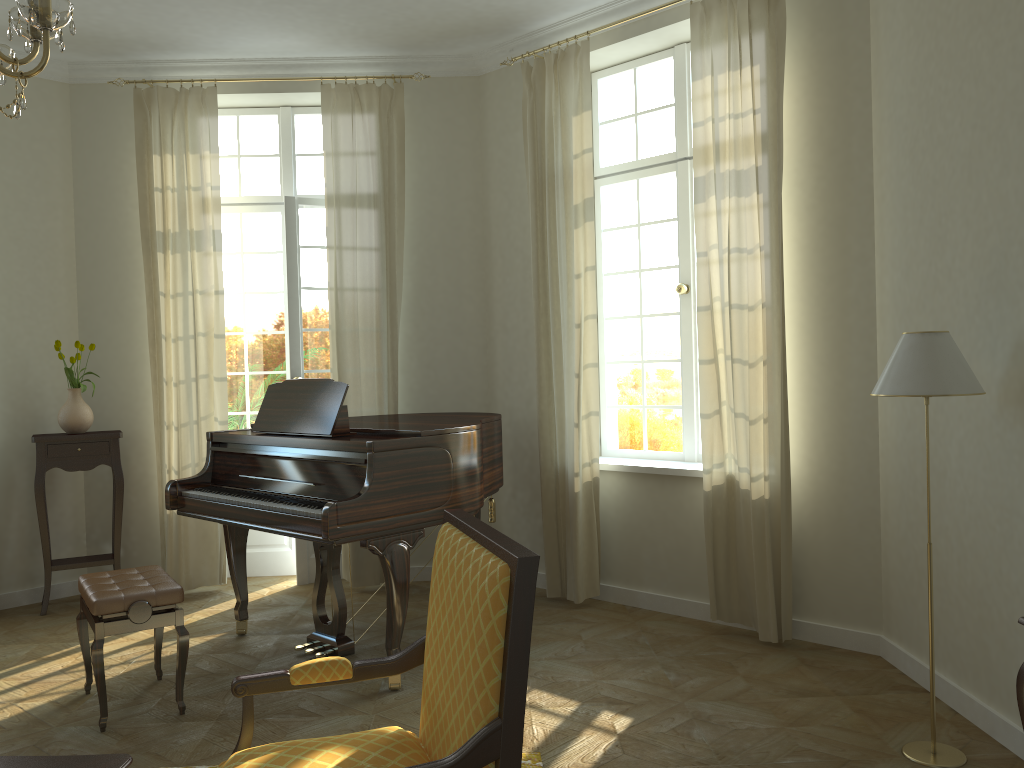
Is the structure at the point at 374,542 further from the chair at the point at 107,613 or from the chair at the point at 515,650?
the chair at the point at 515,650

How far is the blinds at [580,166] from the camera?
5.29m

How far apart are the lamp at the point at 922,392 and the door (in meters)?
4.01

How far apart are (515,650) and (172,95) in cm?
532

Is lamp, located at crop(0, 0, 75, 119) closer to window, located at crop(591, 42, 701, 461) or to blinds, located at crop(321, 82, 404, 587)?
blinds, located at crop(321, 82, 404, 587)

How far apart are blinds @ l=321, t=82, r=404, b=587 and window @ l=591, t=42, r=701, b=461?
1.3m

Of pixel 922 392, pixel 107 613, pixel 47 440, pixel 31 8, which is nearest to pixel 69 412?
pixel 47 440

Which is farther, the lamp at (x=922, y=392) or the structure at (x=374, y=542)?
the structure at (x=374, y=542)

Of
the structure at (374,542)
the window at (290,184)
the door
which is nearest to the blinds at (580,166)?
the structure at (374,542)

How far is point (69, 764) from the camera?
2.24m
